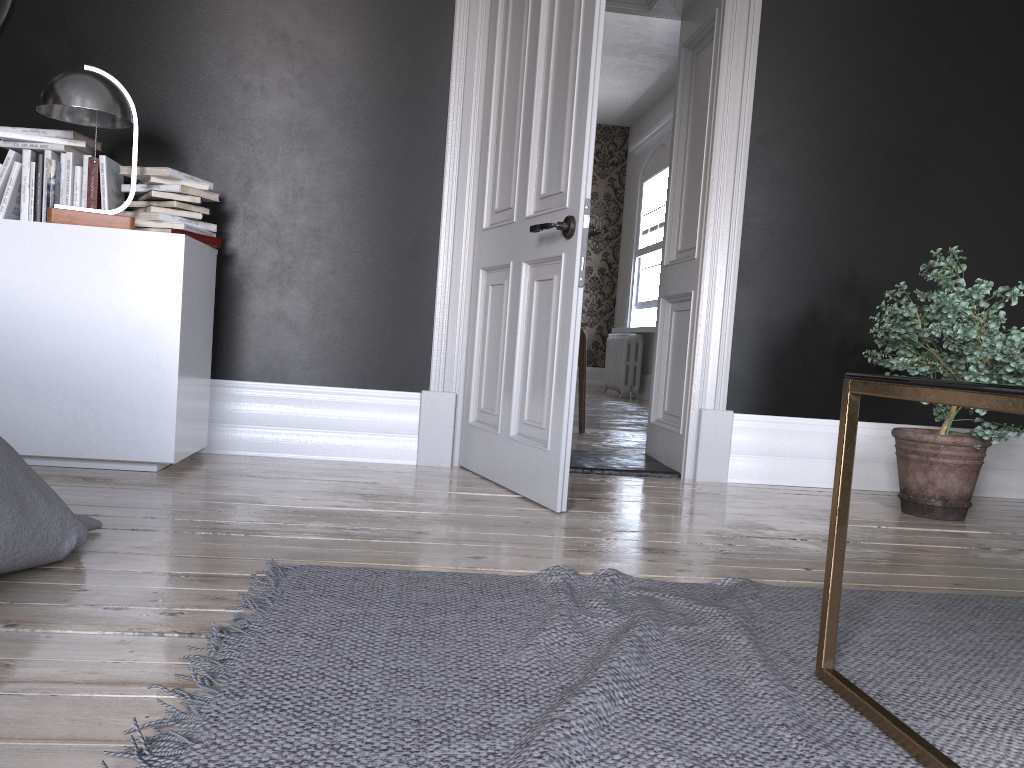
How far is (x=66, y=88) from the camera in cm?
312

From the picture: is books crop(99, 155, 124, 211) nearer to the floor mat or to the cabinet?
the cabinet

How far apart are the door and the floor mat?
0.9 meters

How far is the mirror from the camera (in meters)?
3.68

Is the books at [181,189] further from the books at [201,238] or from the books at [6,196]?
the books at [6,196]

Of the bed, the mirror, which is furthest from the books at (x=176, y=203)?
the bed

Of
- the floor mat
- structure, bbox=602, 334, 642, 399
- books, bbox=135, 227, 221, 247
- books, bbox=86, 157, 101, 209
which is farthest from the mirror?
structure, bbox=602, 334, 642, 399

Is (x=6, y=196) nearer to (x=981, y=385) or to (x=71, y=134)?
(x=71, y=134)

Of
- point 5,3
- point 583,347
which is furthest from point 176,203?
point 583,347

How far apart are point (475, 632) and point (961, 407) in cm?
347
